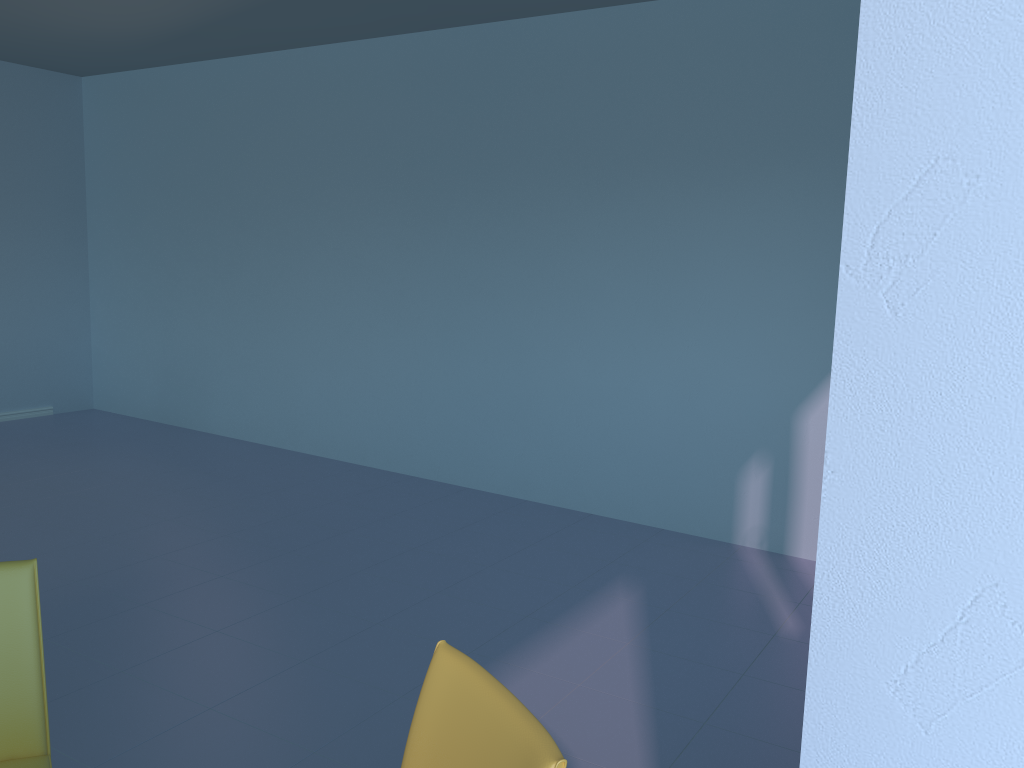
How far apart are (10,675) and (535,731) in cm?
101

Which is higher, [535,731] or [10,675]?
[535,731]

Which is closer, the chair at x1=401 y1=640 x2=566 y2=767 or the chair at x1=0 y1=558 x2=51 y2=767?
the chair at x1=401 y1=640 x2=566 y2=767

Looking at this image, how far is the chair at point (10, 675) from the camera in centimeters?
152cm

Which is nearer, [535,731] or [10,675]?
[535,731]

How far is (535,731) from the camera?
1.0 meters

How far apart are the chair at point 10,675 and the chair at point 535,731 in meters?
0.7 m

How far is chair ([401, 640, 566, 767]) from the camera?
1.0 meters

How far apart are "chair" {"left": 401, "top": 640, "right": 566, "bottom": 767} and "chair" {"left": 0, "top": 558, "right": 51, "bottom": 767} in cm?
69
